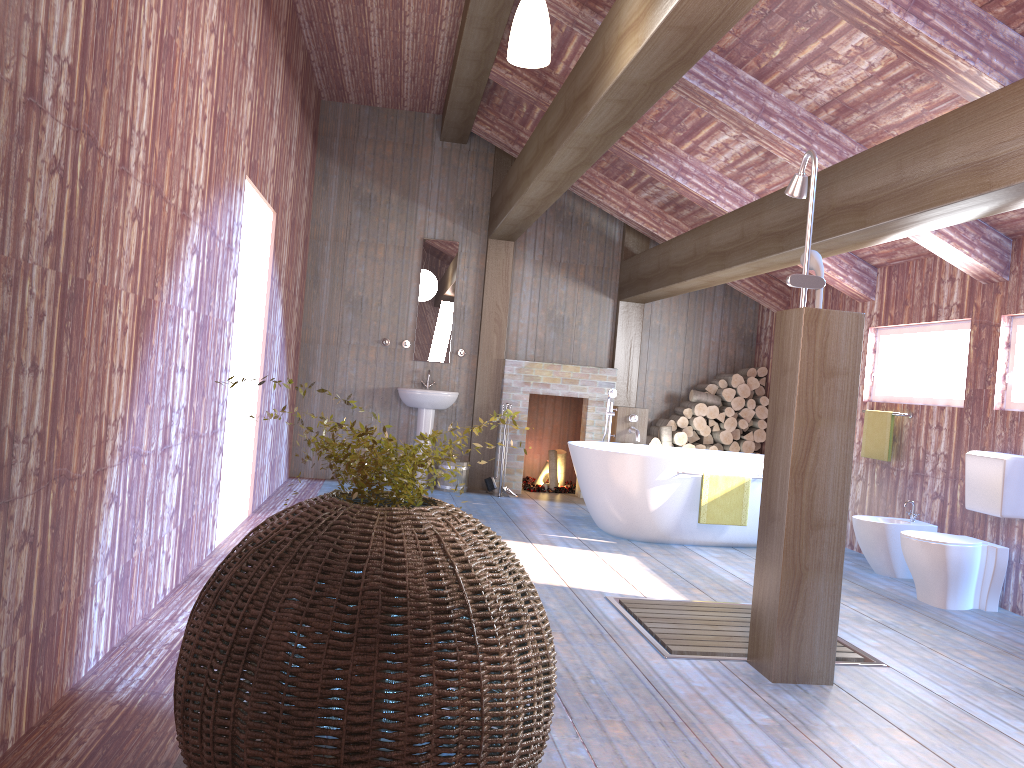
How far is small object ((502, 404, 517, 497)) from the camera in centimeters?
842cm

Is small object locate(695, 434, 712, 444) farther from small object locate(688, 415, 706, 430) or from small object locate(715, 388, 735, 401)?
small object locate(715, 388, 735, 401)

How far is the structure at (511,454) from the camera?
8.62m

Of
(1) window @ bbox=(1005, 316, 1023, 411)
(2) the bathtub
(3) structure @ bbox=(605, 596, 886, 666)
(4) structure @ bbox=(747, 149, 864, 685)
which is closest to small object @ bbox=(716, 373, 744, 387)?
(2) the bathtub

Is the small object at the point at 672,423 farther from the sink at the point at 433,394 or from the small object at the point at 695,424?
the sink at the point at 433,394

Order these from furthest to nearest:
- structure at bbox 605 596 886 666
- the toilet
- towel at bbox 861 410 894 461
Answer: towel at bbox 861 410 894 461 → the toilet → structure at bbox 605 596 886 666

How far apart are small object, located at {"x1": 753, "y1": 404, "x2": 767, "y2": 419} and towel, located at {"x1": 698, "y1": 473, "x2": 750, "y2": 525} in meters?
2.5

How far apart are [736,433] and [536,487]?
2.1m

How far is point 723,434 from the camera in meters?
8.6

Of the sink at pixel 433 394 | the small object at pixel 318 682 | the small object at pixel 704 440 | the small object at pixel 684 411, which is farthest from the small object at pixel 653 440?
the small object at pixel 318 682
